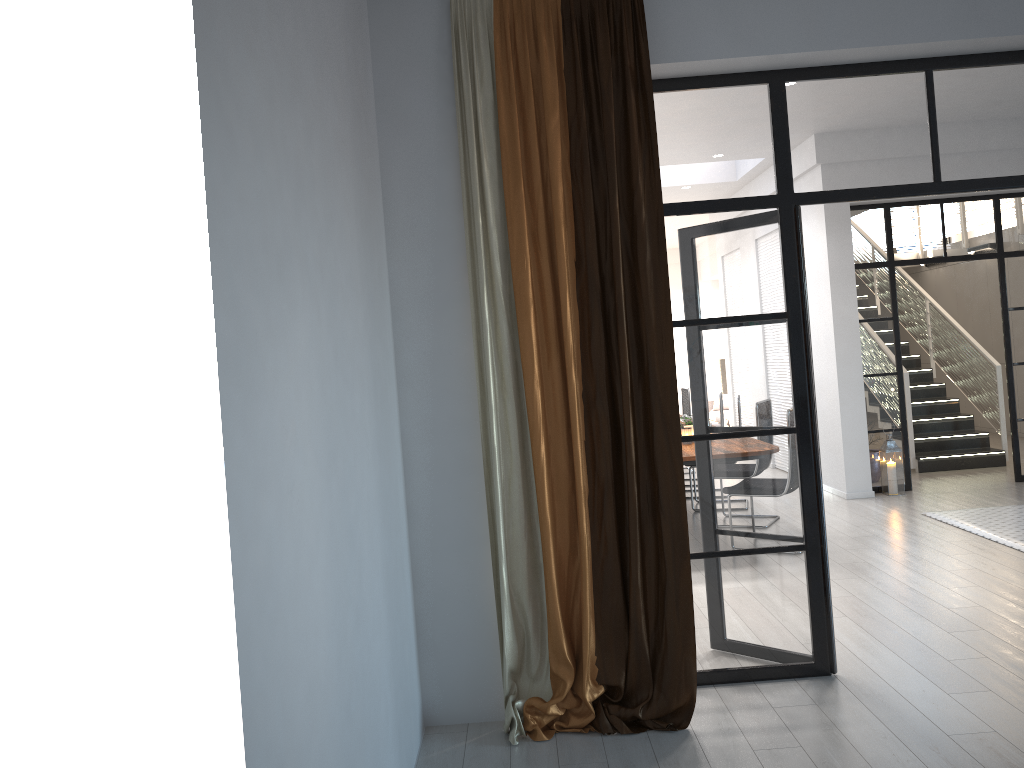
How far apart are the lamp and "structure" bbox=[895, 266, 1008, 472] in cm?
135

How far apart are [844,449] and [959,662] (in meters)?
4.31

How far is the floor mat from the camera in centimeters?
618cm

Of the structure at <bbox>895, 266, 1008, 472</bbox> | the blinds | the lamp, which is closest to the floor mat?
the lamp

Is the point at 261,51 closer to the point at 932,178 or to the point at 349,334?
the point at 349,334

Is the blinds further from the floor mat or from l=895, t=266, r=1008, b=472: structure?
l=895, t=266, r=1008, b=472: structure

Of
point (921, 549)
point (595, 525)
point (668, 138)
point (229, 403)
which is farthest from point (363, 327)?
point (921, 549)

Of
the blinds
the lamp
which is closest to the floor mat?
the lamp

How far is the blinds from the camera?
3.6 meters

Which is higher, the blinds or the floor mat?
the blinds
